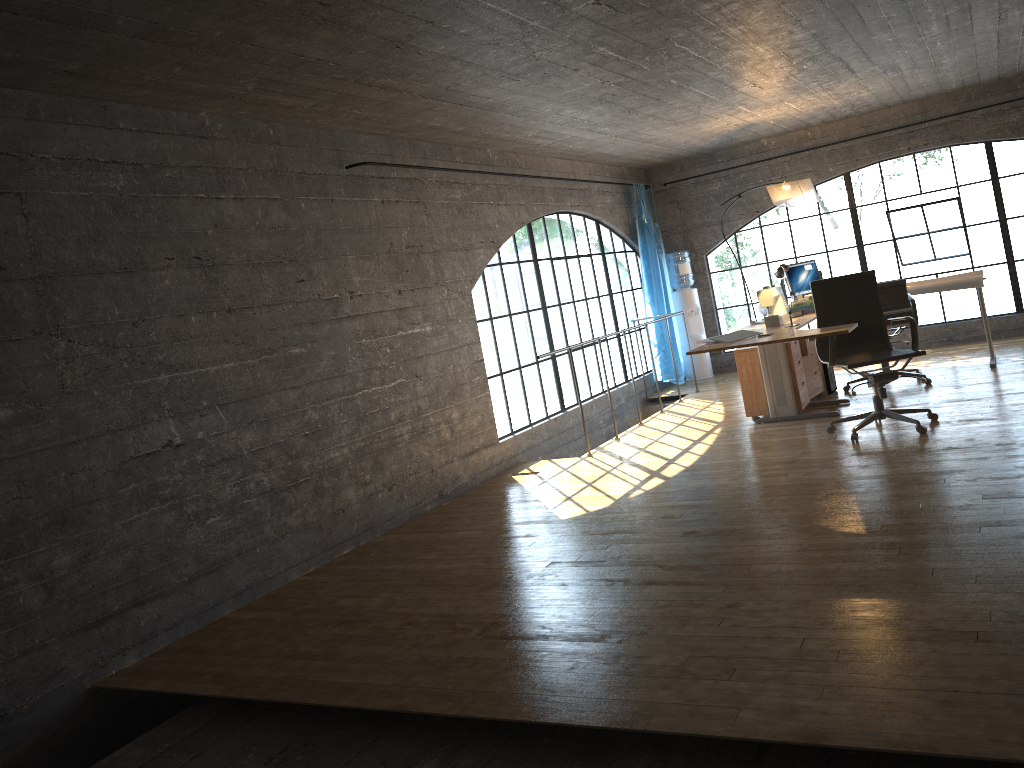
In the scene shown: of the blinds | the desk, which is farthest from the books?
the blinds

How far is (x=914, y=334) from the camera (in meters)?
5.55

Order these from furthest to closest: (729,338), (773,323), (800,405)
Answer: (800,405) < (773,323) < (729,338)

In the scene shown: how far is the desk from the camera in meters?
5.2 m

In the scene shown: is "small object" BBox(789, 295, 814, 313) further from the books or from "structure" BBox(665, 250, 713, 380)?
"structure" BBox(665, 250, 713, 380)

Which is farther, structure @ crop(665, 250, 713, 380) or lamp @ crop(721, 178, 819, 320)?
structure @ crop(665, 250, 713, 380)

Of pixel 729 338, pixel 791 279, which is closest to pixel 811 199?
pixel 791 279

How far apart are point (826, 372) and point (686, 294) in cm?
284

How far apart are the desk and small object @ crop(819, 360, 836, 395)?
0.98m

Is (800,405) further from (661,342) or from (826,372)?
(661,342)
